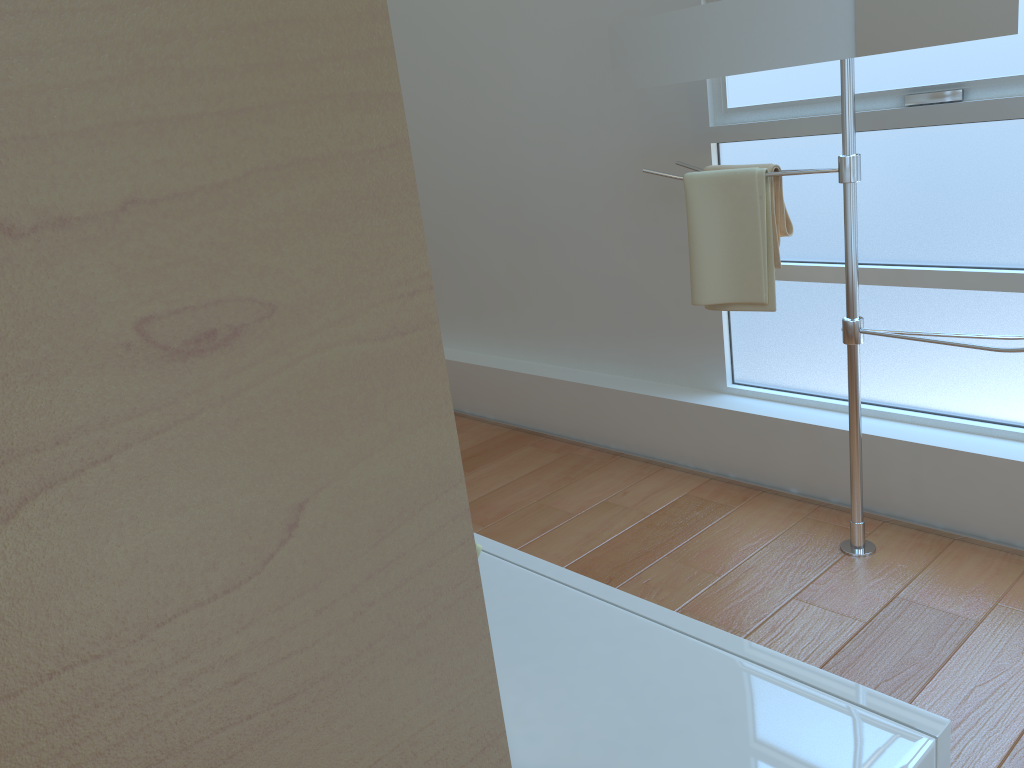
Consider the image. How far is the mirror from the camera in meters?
1.7

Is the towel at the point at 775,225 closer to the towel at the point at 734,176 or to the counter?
the towel at the point at 734,176

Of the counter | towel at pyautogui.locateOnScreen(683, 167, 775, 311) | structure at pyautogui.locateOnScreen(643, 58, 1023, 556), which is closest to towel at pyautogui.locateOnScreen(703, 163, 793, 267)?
towel at pyautogui.locateOnScreen(683, 167, 775, 311)

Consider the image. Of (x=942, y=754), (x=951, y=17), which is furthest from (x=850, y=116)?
(x=942, y=754)

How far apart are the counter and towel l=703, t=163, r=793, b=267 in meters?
1.5 m

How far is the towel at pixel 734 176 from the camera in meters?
2.2

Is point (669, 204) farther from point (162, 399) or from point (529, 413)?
point (162, 399)

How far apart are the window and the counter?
1.7 meters

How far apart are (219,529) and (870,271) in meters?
2.5 m

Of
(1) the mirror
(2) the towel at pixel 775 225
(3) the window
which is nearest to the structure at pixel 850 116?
(1) the mirror
